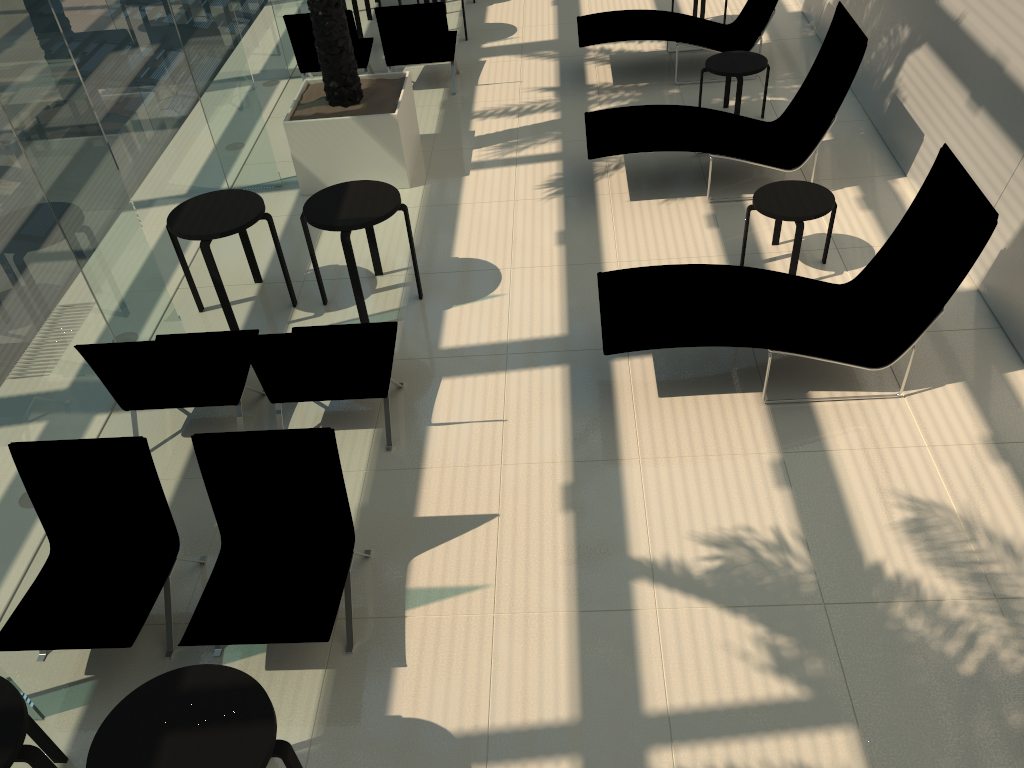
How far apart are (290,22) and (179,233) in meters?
4.4

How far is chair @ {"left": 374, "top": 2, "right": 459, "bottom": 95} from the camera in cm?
943

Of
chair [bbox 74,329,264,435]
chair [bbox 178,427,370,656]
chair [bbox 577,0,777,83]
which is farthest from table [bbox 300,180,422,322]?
chair [bbox 577,0,777,83]

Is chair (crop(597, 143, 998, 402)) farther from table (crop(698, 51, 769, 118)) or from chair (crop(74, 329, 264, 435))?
table (crop(698, 51, 769, 118))

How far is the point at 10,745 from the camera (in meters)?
3.09

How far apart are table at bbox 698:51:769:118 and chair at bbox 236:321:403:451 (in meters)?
4.49

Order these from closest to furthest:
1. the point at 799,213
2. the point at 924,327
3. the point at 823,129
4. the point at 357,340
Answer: the point at 357,340
the point at 924,327
the point at 799,213
the point at 823,129

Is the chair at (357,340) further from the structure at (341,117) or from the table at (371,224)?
the structure at (341,117)

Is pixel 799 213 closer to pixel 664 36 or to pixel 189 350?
pixel 664 36

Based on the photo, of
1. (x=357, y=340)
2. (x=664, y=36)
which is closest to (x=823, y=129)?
(x=664, y=36)
